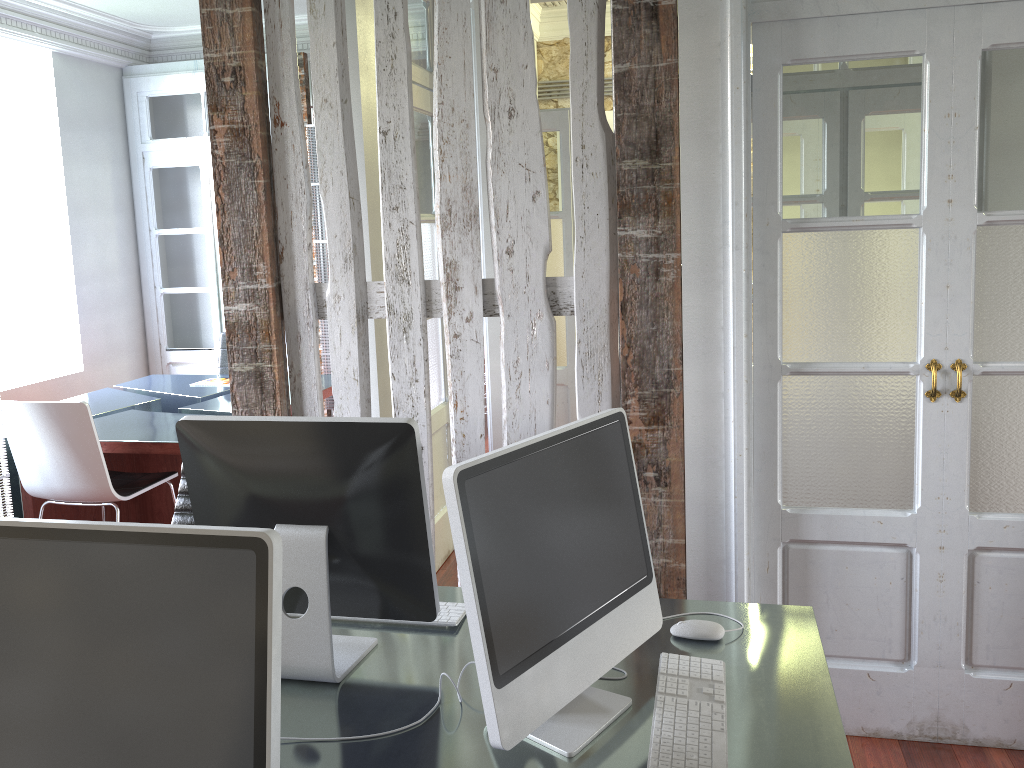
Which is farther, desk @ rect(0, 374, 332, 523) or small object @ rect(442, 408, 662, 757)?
desk @ rect(0, 374, 332, 523)

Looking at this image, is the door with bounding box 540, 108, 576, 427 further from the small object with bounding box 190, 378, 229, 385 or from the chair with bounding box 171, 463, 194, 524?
the chair with bounding box 171, 463, 194, 524

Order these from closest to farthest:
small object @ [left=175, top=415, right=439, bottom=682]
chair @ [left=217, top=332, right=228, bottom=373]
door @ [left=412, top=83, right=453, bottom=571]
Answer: small object @ [left=175, top=415, right=439, bottom=682] < door @ [left=412, top=83, right=453, bottom=571] < chair @ [left=217, top=332, right=228, bottom=373]

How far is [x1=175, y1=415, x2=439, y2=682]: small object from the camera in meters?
1.6

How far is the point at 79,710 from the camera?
1.09m

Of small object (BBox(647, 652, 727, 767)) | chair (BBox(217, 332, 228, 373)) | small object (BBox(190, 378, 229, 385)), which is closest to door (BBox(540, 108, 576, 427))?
small object (BBox(190, 378, 229, 385))

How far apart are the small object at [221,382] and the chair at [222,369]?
0.4 meters

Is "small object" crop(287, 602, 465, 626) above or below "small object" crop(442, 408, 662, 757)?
below

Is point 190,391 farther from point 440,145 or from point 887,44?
point 887,44

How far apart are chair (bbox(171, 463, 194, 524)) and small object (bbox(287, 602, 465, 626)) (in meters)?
1.04
